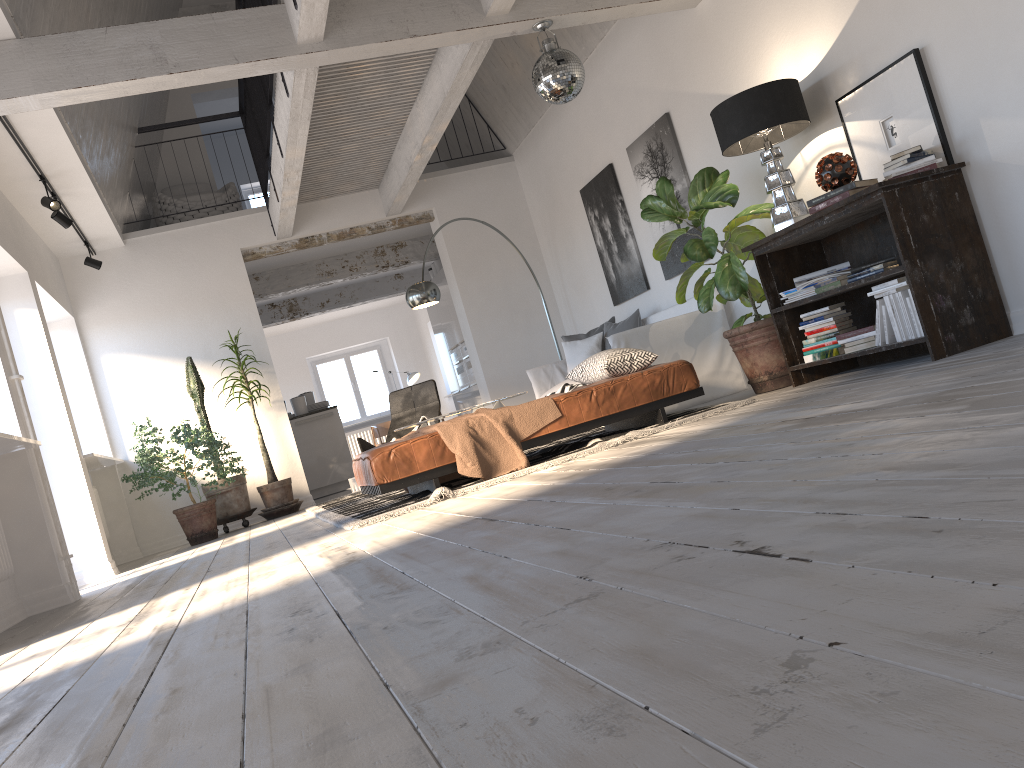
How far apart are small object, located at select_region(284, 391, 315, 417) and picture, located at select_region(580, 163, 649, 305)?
4.4m

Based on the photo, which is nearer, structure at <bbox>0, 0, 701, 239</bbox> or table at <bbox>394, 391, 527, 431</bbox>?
structure at <bbox>0, 0, 701, 239</bbox>

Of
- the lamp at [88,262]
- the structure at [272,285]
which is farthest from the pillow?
the lamp at [88,262]

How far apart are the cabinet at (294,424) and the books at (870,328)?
6.9m

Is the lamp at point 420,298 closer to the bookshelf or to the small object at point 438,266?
the bookshelf

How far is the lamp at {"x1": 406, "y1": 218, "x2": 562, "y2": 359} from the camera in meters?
7.9 m

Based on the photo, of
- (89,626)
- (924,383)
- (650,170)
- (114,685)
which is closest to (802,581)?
(114,685)

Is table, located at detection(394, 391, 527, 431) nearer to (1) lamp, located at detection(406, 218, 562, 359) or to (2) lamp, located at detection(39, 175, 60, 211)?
(1) lamp, located at detection(406, 218, 562, 359)

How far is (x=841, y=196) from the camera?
4.5m

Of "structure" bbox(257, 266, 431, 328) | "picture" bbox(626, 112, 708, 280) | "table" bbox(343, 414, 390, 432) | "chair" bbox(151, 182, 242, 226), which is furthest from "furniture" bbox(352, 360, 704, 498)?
"table" bbox(343, 414, 390, 432)
